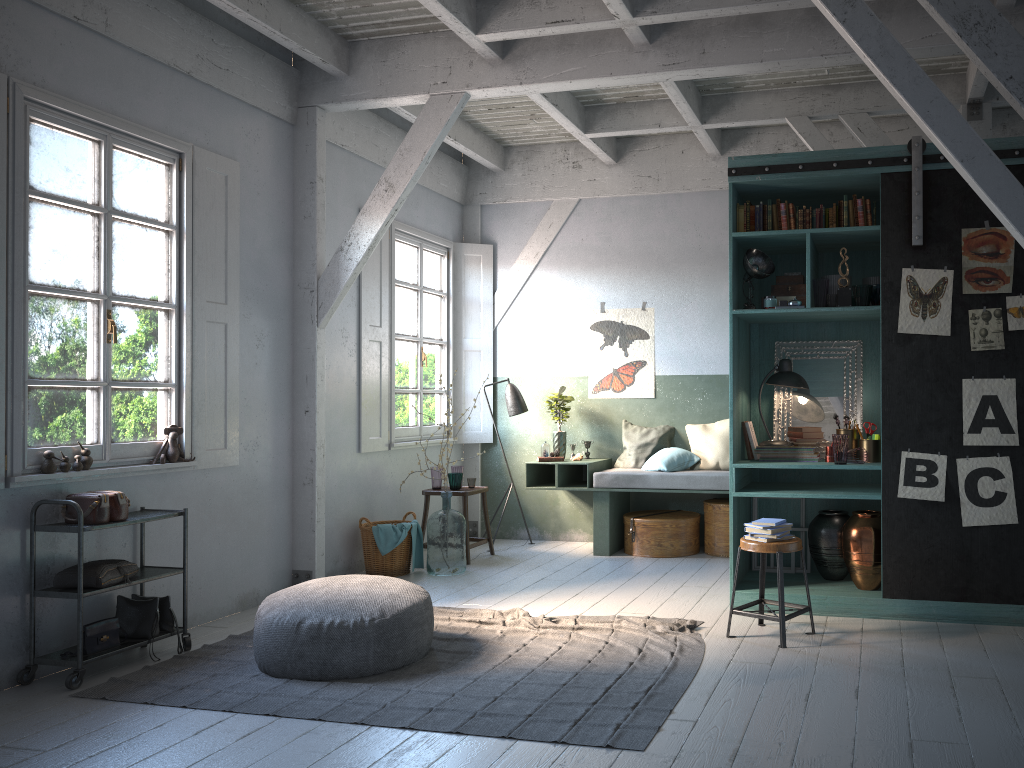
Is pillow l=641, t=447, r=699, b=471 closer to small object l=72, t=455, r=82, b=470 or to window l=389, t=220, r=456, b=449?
window l=389, t=220, r=456, b=449

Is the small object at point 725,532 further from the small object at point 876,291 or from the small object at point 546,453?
the small object at point 876,291

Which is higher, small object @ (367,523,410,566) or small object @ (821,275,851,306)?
small object @ (821,275,851,306)

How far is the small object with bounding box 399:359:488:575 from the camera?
7.97m

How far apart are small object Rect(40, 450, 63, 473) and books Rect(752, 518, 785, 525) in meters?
4.4 m

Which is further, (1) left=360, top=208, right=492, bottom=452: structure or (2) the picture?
(1) left=360, top=208, right=492, bottom=452: structure

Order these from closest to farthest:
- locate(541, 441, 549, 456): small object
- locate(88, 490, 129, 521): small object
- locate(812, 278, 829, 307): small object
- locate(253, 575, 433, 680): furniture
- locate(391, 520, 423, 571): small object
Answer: locate(253, 575, 433, 680): furniture, locate(88, 490, 129, 521): small object, locate(812, 278, 829, 307): small object, locate(391, 520, 423, 571): small object, locate(541, 441, 549, 456): small object

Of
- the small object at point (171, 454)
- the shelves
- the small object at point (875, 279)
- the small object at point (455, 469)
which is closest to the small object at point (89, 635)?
the shelves

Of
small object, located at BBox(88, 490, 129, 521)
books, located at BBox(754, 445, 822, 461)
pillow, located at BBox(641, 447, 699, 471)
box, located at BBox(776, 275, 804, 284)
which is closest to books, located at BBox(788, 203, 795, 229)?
box, located at BBox(776, 275, 804, 284)

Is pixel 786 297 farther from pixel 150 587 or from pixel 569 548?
pixel 150 587
